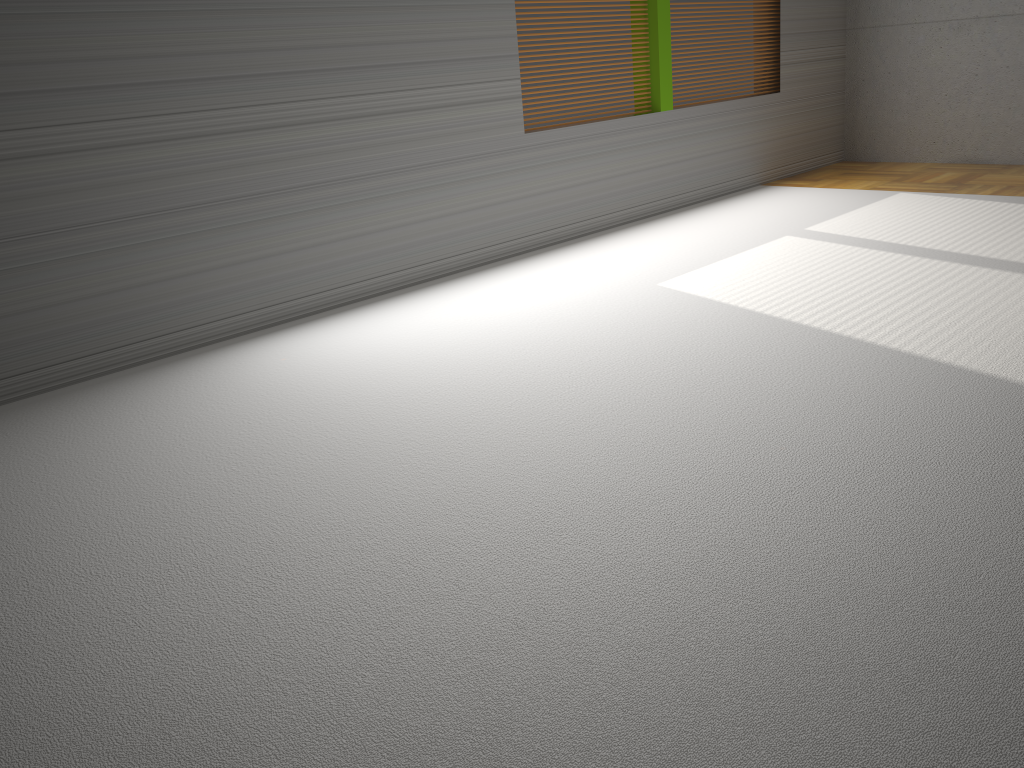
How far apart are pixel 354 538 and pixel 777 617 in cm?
99

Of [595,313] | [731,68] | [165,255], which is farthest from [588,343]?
[731,68]

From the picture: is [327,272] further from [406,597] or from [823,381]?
[406,597]
